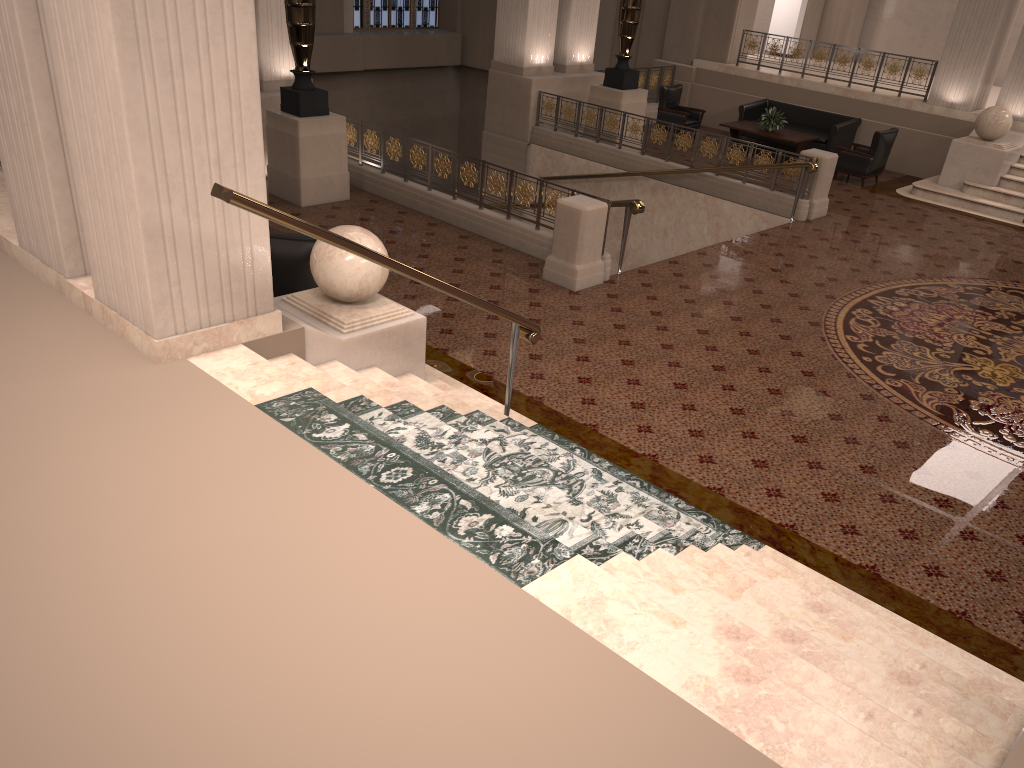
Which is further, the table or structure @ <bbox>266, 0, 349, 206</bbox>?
the table

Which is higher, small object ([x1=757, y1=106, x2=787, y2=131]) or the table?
small object ([x1=757, y1=106, x2=787, y2=131])

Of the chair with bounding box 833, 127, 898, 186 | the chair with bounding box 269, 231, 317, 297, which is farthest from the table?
the chair with bounding box 269, 231, 317, 297

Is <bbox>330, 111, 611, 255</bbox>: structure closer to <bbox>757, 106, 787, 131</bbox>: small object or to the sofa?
<bbox>757, 106, 787, 131</bbox>: small object

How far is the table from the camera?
14.9m

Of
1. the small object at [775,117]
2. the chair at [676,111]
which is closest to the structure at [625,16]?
the chair at [676,111]

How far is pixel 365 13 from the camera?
20.7 meters

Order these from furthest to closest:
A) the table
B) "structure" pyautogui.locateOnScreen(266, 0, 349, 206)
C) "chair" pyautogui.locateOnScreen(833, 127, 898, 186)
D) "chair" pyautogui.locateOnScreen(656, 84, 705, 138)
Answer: "chair" pyautogui.locateOnScreen(656, 84, 705, 138)
the table
"chair" pyautogui.locateOnScreen(833, 127, 898, 186)
"structure" pyautogui.locateOnScreen(266, 0, 349, 206)

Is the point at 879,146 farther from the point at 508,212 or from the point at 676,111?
the point at 508,212

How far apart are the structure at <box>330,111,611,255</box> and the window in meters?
10.7 m
